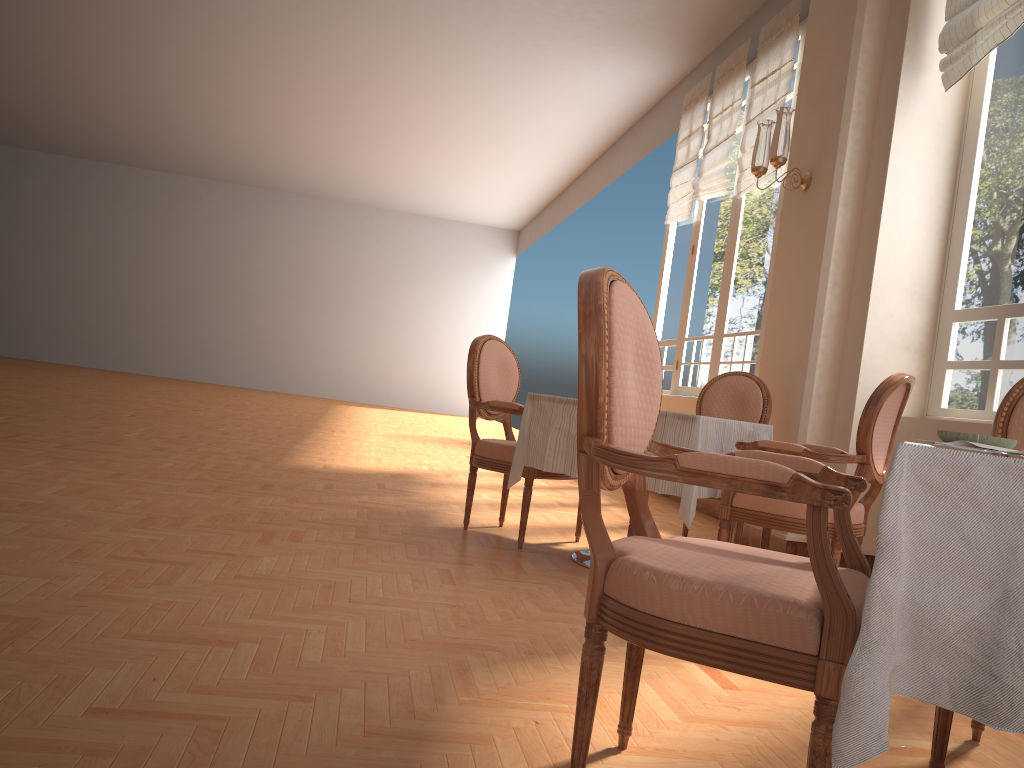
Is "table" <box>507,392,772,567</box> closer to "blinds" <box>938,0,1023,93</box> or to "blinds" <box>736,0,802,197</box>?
"blinds" <box>938,0,1023,93</box>

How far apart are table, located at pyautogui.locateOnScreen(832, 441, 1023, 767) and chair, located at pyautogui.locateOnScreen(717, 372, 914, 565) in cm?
212

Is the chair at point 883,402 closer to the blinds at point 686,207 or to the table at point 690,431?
the table at point 690,431

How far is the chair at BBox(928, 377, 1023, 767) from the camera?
1.8m

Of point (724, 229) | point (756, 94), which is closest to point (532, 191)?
point (724, 229)

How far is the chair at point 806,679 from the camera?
1.26m

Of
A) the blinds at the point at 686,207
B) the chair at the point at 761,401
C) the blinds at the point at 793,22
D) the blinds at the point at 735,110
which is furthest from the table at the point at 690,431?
the blinds at the point at 686,207

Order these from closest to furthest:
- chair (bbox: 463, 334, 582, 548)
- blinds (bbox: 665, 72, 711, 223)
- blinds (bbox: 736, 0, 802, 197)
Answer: chair (bbox: 463, 334, 582, 548)
blinds (bbox: 736, 0, 802, 197)
blinds (bbox: 665, 72, 711, 223)

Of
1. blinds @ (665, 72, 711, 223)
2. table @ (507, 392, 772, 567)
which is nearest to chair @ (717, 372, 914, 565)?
table @ (507, 392, 772, 567)

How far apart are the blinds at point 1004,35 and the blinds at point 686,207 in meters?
3.7
